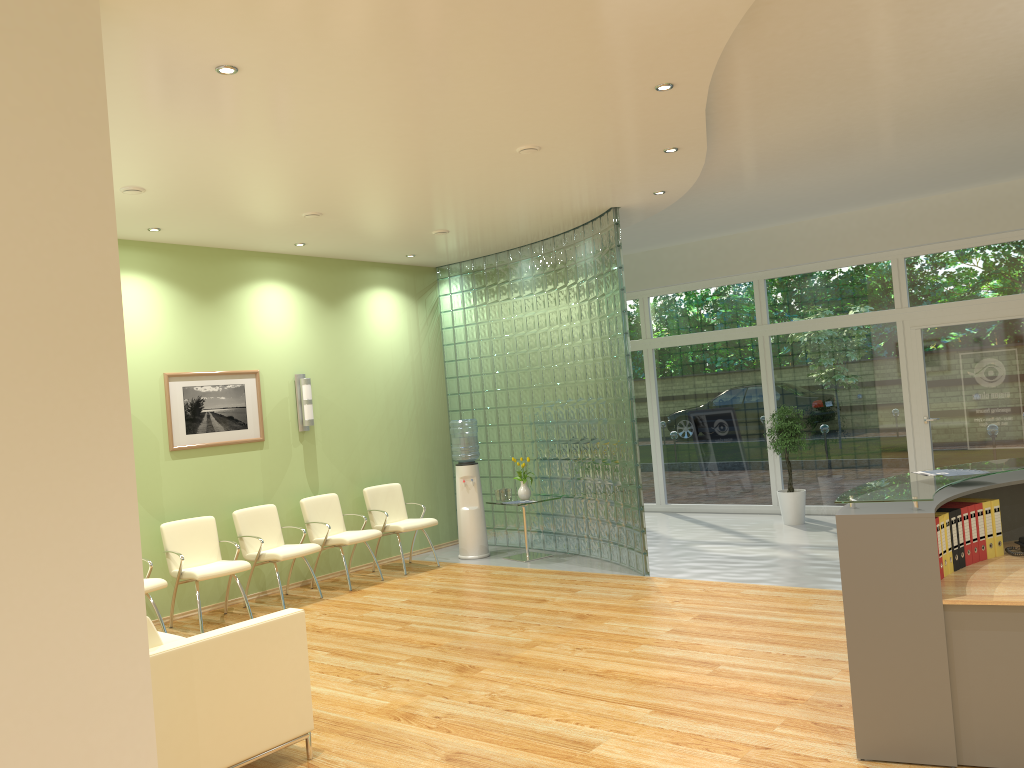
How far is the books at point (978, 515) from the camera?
4.4m

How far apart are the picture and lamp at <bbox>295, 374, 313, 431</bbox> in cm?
46

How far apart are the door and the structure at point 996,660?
5.1m

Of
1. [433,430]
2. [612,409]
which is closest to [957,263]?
[612,409]

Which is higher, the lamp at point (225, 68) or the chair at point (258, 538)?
the lamp at point (225, 68)

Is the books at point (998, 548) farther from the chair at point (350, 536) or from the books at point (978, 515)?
the chair at point (350, 536)

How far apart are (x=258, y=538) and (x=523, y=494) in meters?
2.8

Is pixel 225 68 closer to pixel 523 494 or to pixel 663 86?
pixel 663 86

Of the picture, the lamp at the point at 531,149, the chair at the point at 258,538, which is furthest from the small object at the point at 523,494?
the lamp at the point at 531,149

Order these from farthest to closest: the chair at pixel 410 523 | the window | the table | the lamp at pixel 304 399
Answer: the window
the table
the chair at pixel 410 523
the lamp at pixel 304 399
